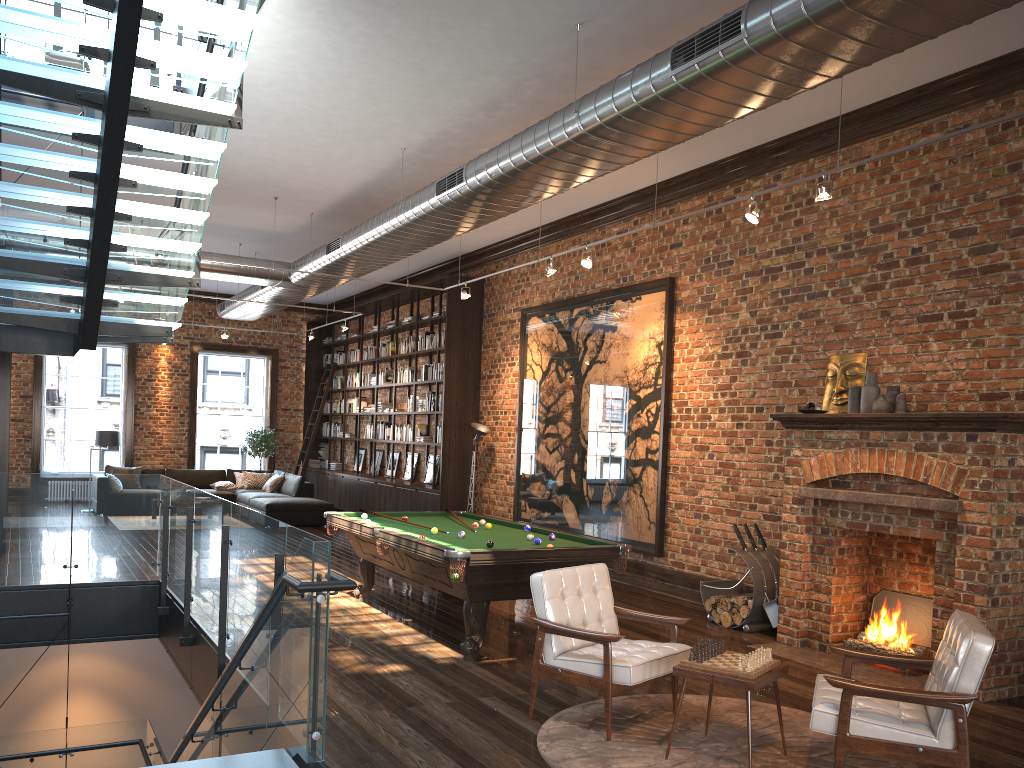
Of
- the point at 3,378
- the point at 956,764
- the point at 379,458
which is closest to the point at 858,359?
the point at 956,764

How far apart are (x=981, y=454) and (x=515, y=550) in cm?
318

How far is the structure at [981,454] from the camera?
5.8 meters

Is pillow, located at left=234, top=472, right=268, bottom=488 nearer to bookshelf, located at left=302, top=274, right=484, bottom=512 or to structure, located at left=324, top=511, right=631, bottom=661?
bookshelf, located at left=302, top=274, right=484, bottom=512

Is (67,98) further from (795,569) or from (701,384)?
(795,569)

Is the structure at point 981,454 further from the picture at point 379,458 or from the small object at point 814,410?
the picture at point 379,458

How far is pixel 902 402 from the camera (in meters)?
6.73

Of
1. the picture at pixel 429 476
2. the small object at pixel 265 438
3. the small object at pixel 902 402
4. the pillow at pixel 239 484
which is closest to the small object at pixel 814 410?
the small object at pixel 902 402

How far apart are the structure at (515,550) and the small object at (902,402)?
2.3m

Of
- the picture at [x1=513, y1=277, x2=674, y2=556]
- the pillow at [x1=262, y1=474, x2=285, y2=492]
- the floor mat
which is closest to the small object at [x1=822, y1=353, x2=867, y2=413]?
the picture at [x1=513, y1=277, x2=674, y2=556]
